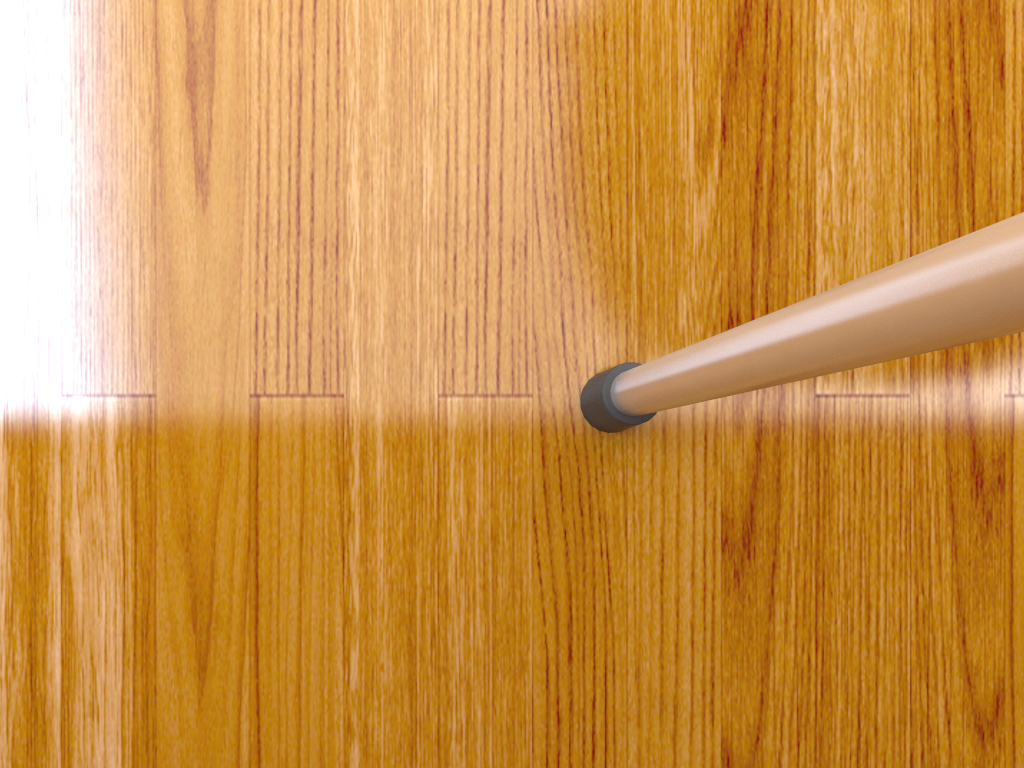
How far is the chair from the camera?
0.1m

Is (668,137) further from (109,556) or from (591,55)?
(109,556)

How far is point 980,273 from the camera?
0.09m

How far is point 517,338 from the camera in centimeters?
25cm

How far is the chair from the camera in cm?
9
